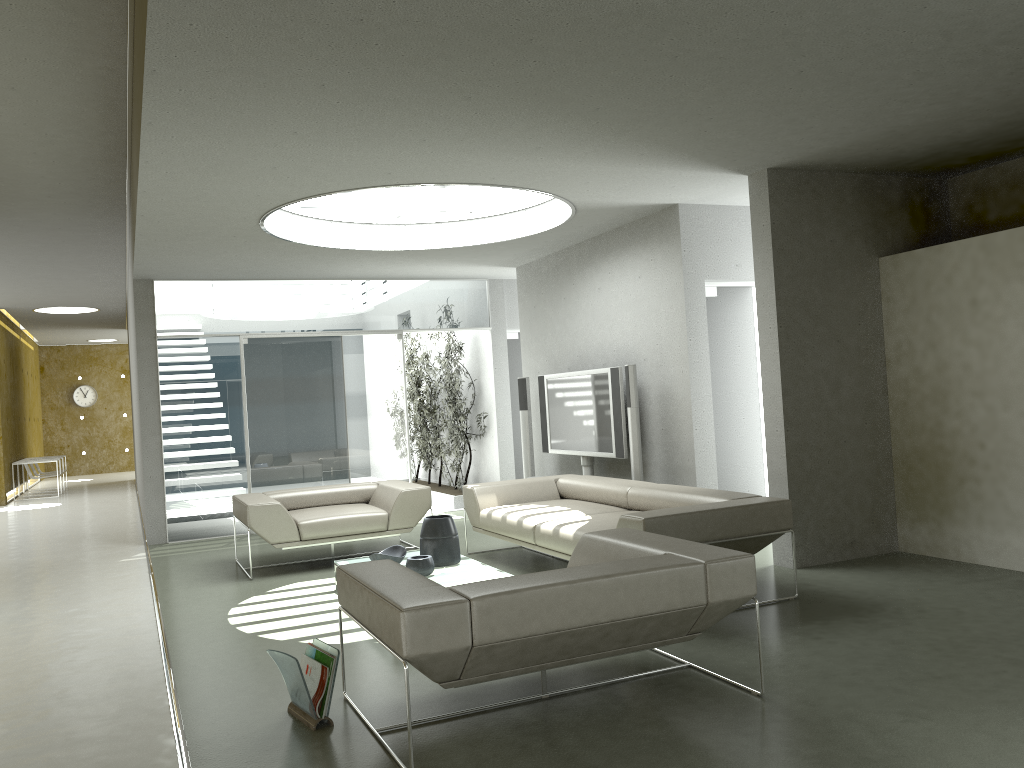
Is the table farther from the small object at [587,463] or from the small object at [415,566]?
the small object at [587,463]

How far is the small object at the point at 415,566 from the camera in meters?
5.4 m

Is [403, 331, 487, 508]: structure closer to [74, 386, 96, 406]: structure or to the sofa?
the sofa

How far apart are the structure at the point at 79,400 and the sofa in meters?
18.4

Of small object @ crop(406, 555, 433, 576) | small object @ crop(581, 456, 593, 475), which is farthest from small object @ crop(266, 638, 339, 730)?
small object @ crop(581, 456, 593, 475)

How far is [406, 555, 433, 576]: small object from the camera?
5.4m

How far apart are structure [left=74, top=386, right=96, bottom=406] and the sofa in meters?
18.4

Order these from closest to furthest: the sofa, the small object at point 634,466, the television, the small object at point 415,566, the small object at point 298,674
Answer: the small object at point 298,674, the sofa, the small object at point 415,566, the small object at point 634,466, the television

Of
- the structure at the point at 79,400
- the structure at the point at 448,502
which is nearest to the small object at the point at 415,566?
the structure at the point at 448,502

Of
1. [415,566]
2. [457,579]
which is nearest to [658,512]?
[457,579]
